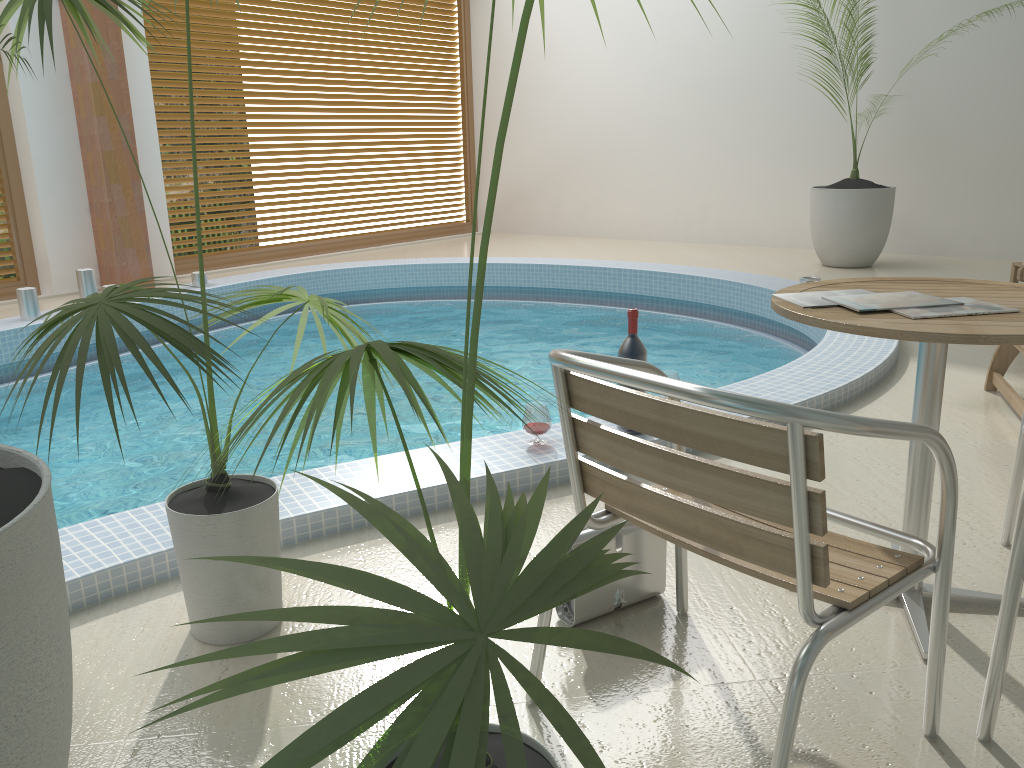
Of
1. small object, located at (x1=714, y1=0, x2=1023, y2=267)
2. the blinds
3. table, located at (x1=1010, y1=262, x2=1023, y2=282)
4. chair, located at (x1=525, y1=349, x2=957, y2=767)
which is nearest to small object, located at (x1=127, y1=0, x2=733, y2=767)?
chair, located at (x1=525, y1=349, x2=957, y2=767)

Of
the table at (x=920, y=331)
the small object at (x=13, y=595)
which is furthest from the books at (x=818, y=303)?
the small object at (x=13, y=595)

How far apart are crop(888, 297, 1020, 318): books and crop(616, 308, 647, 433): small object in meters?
1.2 m

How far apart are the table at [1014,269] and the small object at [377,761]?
5.35m

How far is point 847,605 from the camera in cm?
140

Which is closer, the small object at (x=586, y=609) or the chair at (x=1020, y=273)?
the small object at (x=586, y=609)

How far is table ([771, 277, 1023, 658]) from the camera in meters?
1.6 m

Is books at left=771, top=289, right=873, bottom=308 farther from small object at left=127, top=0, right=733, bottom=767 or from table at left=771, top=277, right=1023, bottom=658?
small object at left=127, top=0, right=733, bottom=767

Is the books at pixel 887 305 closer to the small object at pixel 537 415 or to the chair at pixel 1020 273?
the small object at pixel 537 415

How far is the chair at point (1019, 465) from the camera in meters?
2.3
